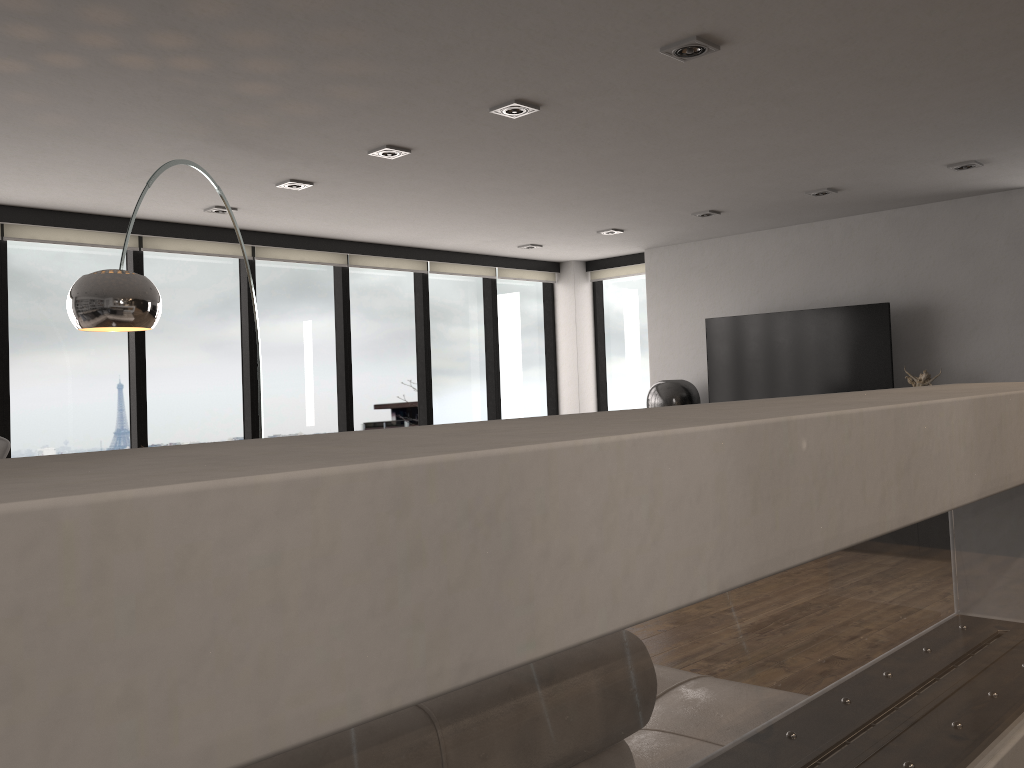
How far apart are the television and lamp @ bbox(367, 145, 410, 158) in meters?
3.7

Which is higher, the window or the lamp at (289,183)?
the lamp at (289,183)

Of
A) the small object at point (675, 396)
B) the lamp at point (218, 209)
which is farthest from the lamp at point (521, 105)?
the small object at point (675, 396)

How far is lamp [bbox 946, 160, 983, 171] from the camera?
5.2m

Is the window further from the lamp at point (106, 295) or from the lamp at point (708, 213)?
the lamp at point (708, 213)

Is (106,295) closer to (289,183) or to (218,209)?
(289,183)

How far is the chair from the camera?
4.9m

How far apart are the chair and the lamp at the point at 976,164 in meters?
5.6

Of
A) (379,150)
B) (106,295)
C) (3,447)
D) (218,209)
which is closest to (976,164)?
(379,150)

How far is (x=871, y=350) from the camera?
6.49m
